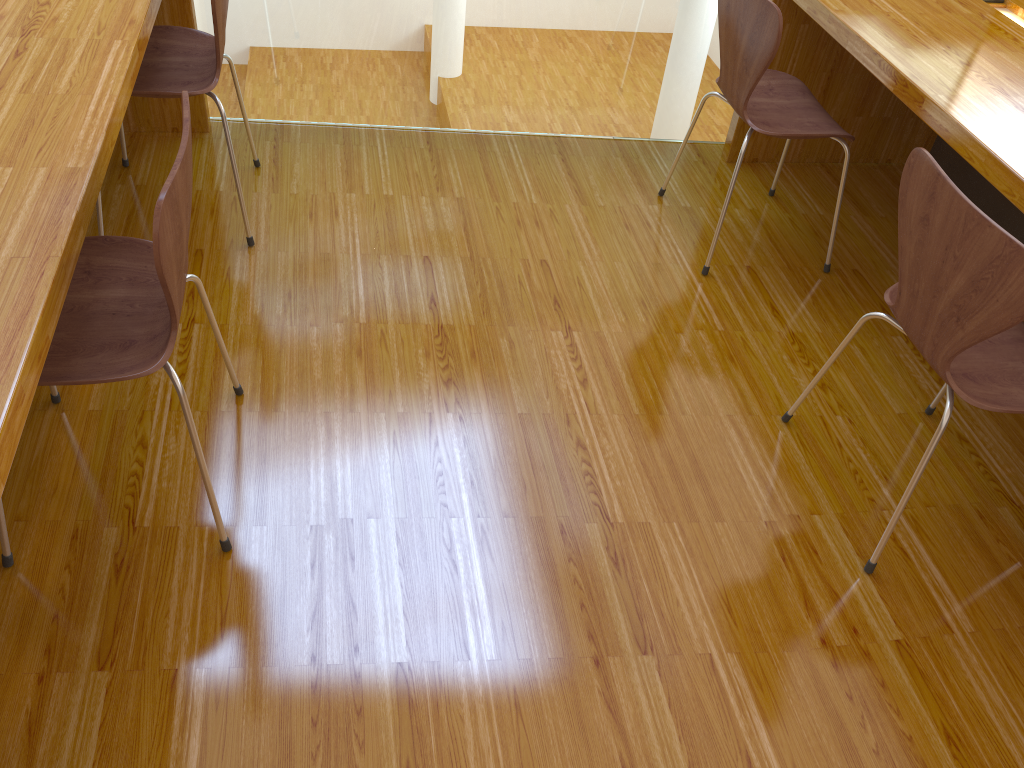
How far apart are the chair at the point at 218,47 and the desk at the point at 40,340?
0.1m

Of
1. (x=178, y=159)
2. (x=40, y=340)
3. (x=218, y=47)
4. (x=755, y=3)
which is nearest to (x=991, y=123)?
(x=755, y=3)

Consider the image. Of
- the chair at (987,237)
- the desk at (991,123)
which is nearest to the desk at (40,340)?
the chair at (987,237)

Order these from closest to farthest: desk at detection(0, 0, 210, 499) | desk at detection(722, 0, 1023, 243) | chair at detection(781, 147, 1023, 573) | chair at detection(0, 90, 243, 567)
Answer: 1. desk at detection(0, 0, 210, 499)
2. chair at detection(0, 90, 243, 567)
3. chair at detection(781, 147, 1023, 573)
4. desk at detection(722, 0, 1023, 243)

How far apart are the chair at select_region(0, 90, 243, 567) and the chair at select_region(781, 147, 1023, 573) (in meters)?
1.17

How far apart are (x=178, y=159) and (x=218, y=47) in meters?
0.9 m

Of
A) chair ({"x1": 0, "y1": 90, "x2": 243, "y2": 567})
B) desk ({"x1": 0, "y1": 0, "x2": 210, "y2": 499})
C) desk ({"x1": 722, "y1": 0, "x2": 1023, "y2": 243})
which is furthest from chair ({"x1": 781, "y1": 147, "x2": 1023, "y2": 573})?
desk ({"x1": 0, "y1": 0, "x2": 210, "y2": 499})

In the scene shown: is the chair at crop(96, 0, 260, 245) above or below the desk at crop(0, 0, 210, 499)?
below

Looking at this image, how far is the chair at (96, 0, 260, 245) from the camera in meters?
2.0 m

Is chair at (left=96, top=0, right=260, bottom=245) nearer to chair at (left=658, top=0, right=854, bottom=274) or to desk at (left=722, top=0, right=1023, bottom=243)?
chair at (left=658, top=0, right=854, bottom=274)
